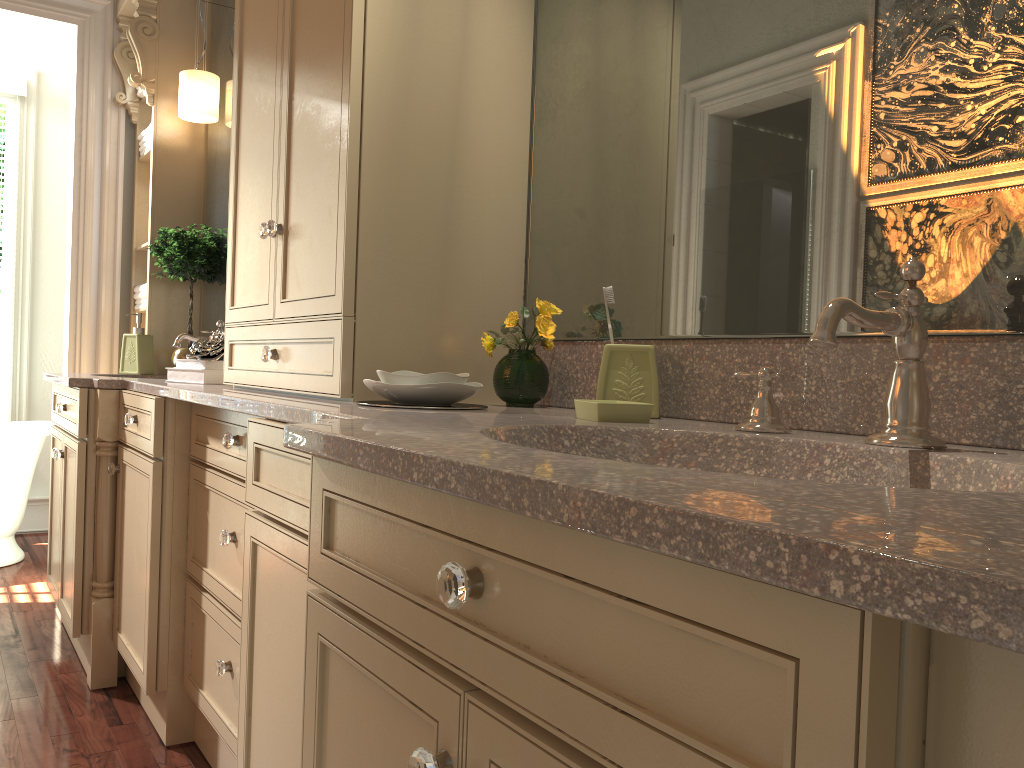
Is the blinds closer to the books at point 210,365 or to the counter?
the counter

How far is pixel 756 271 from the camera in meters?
1.3

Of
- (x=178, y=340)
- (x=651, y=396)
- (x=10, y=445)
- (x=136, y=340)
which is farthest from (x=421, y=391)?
(x=10, y=445)

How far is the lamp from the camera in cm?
321

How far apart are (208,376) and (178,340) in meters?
0.7 m

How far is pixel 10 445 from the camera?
3.92m

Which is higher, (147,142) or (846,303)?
(147,142)

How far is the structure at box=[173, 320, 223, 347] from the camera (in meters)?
3.02

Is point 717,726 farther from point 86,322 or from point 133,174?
point 133,174

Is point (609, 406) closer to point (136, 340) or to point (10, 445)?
point (136, 340)
